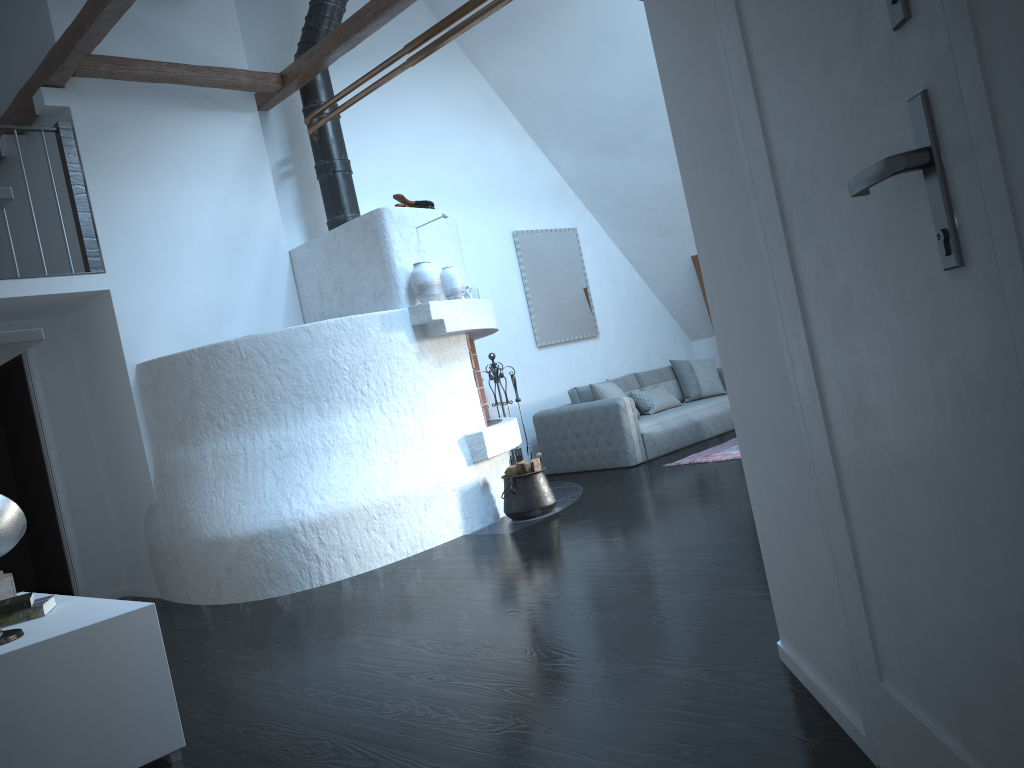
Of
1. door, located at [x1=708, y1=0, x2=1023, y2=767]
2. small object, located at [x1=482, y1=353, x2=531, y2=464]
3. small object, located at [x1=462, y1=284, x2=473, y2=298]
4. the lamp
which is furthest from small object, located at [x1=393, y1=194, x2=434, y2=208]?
door, located at [x1=708, y1=0, x2=1023, y2=767]

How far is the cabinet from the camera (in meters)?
2.55

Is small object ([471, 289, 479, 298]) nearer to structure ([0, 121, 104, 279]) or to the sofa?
the sofa

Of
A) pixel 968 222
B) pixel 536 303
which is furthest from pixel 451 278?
pixel 968 222

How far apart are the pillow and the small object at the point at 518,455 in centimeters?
88cm

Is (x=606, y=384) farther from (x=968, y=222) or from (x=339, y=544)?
(x=968, y=222)

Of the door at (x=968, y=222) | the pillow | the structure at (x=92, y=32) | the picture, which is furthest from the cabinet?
the picture

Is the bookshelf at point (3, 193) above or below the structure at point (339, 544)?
above

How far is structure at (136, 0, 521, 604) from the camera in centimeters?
535cm

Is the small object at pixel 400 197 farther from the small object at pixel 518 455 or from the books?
the books
